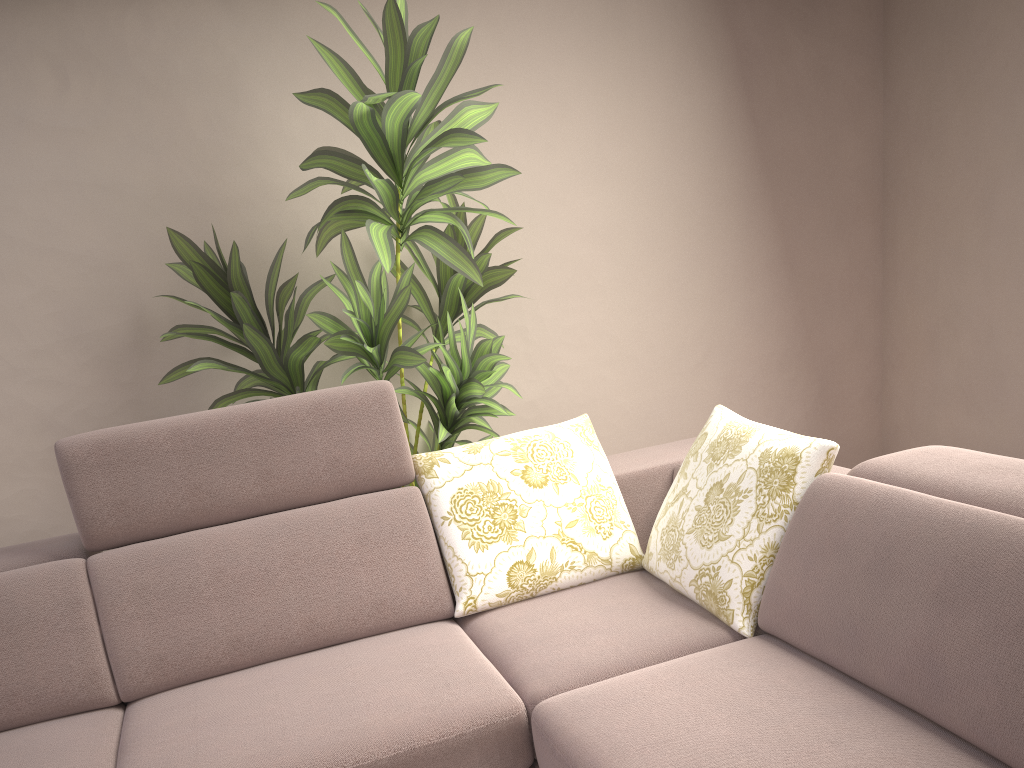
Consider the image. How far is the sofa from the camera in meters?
1.5 m

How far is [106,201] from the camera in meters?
2.6 m

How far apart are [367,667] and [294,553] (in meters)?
0.37

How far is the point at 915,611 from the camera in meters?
1.5 m

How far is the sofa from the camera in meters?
1.5 m
